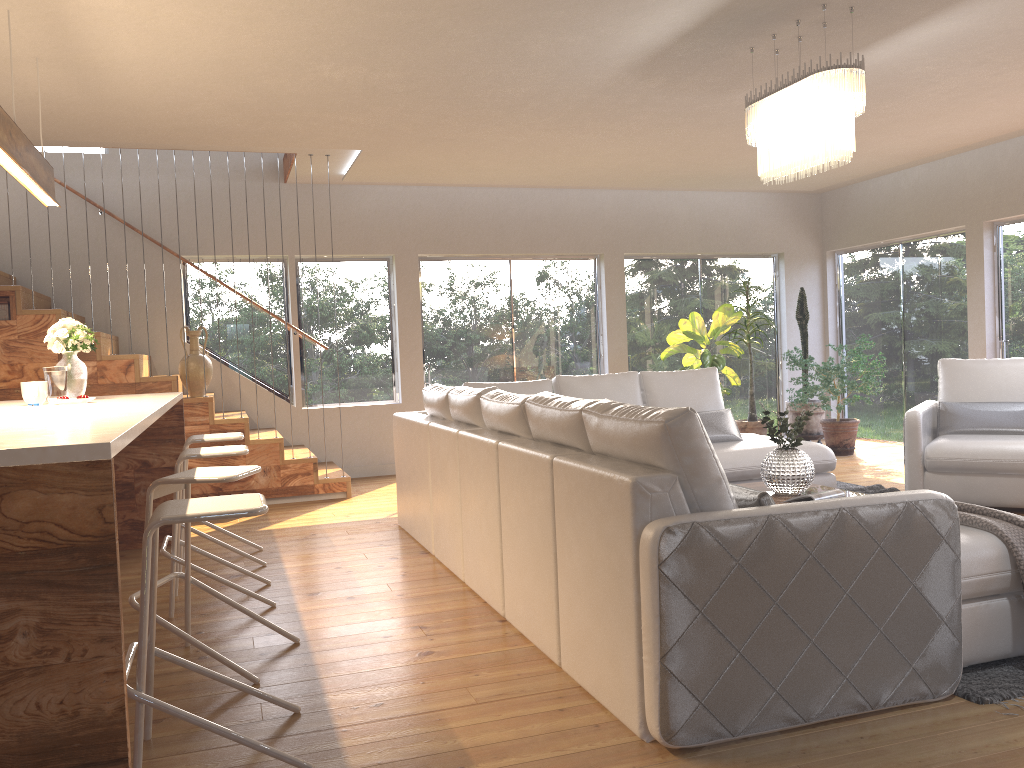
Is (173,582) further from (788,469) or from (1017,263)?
(1017,263)

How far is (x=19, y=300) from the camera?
6.5 meters

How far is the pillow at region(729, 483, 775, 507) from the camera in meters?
2.7 m

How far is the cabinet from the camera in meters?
1.9

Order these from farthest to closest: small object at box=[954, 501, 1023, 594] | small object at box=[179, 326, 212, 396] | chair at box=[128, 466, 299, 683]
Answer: small object at box=[179, 326, 212, 396], chair at box=[128, 466, 299, 683], small object at box=[954, 501, 1023, 594]

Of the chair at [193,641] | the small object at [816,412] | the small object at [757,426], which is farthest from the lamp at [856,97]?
the small object at [816,412]

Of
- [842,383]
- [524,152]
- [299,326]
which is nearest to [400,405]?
[299,326]

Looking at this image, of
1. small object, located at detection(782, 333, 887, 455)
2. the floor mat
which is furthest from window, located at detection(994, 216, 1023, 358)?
the floor mat

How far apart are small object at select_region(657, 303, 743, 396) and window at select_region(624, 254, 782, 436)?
0.3 meters

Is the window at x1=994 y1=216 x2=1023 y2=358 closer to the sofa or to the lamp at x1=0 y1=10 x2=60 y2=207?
the sofa
